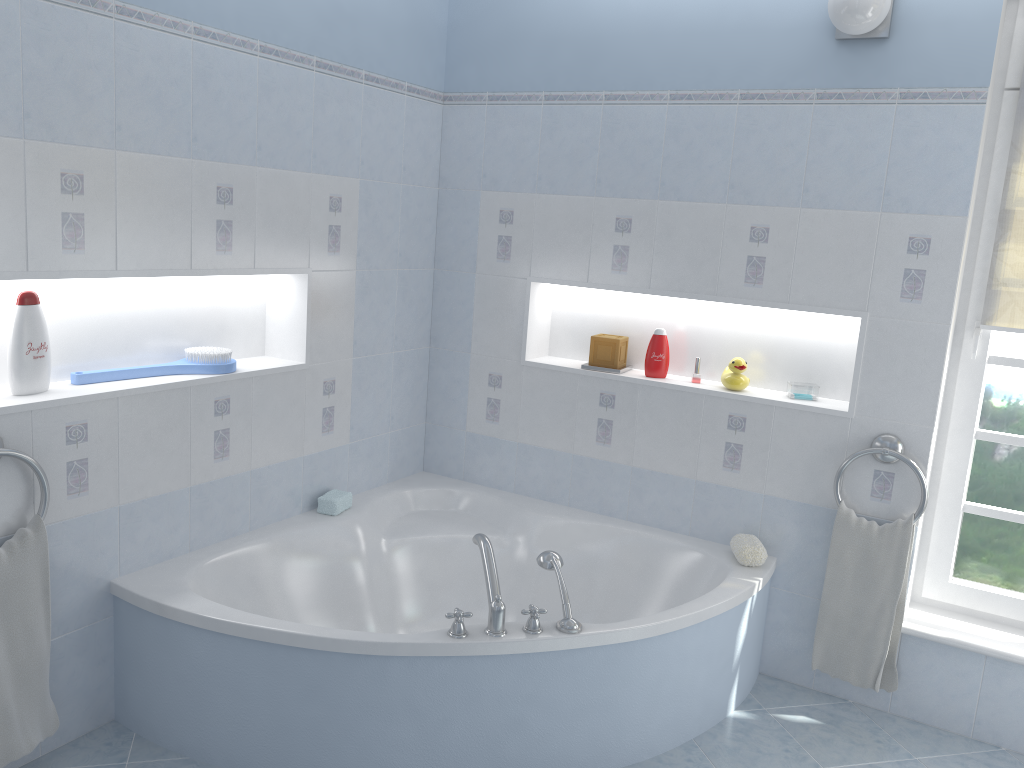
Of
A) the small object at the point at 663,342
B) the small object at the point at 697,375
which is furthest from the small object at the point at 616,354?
the small object at the point at 697,375

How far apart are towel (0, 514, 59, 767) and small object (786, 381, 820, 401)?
2.37m

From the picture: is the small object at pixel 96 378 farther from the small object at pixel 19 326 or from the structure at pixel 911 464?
the structure at pixel 911 464

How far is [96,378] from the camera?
2.6m

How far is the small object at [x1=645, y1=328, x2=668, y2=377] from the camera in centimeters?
334cm

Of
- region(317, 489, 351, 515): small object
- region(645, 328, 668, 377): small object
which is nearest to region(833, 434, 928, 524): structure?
region(645, 328, 668, 377): small object

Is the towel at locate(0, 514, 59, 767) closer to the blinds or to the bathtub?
the bathtub

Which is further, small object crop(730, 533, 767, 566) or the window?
small object crop(730, 533, 767, 566)

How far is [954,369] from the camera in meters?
3.0

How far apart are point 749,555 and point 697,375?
0.7 meters
